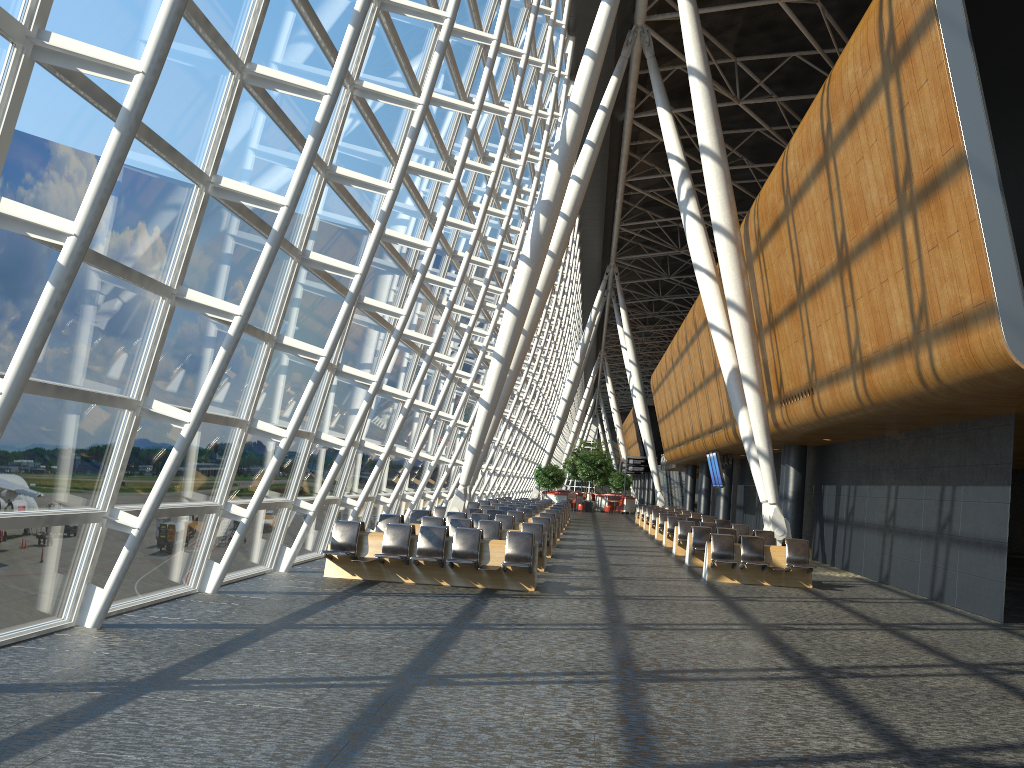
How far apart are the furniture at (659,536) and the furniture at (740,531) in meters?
5.3 m

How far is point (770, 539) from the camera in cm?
1895

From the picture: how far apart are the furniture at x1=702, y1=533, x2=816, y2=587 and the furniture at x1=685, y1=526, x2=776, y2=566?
2.0 meters

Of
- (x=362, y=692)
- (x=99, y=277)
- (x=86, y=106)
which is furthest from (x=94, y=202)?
(x=362, y=692)

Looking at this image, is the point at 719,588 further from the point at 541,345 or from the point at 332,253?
the point at 541,345

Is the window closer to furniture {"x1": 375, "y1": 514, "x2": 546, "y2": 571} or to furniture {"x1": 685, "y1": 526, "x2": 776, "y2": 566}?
furniture {"x1": 375, "y1": 514, "x2": 546, "y2": 571}

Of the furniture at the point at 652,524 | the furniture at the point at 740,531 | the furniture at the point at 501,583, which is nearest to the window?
the furniture at the point at 501,583

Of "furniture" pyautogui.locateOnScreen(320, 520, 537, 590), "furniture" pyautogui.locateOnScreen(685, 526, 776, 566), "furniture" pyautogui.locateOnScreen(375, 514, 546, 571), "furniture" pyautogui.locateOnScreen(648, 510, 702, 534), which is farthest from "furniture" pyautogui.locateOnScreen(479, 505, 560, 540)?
"furniture" pyautogui.locateOnScreen(320, 520, 537, 590)

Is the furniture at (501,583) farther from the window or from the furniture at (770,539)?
the furniture at (770,539)

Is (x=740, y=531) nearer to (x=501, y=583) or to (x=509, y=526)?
(x=509, y=526)
